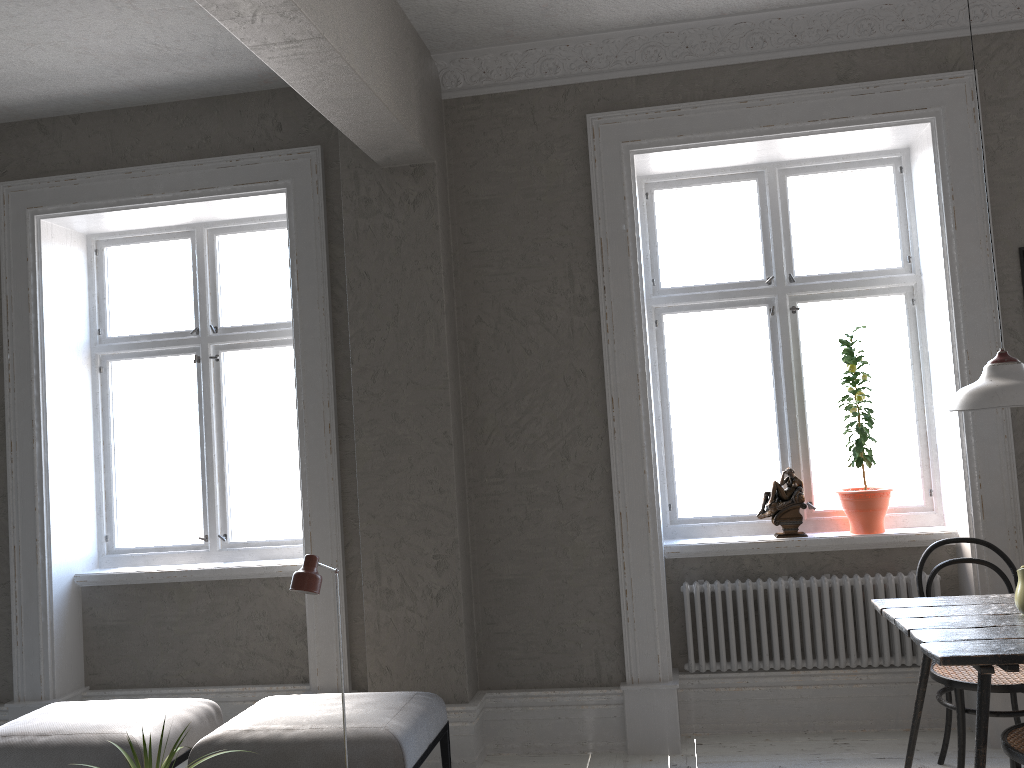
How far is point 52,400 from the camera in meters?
4.7

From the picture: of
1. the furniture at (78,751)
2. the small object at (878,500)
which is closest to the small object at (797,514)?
the small object at (878,500)

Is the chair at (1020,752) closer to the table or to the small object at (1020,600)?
the table

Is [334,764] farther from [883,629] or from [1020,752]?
[883,629]

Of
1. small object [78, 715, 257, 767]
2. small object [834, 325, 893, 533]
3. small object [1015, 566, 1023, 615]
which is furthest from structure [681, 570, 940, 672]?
small object [78, 715, 257, 767]

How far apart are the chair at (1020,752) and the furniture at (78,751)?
2.92m

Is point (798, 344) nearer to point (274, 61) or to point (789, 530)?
point (789, 530)

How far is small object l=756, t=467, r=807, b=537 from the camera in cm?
417

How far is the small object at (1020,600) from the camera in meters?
3.0

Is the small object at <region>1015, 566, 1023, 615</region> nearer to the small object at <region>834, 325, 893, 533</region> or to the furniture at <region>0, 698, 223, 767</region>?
the small object at <region>834, 325, 893, 533</region>
